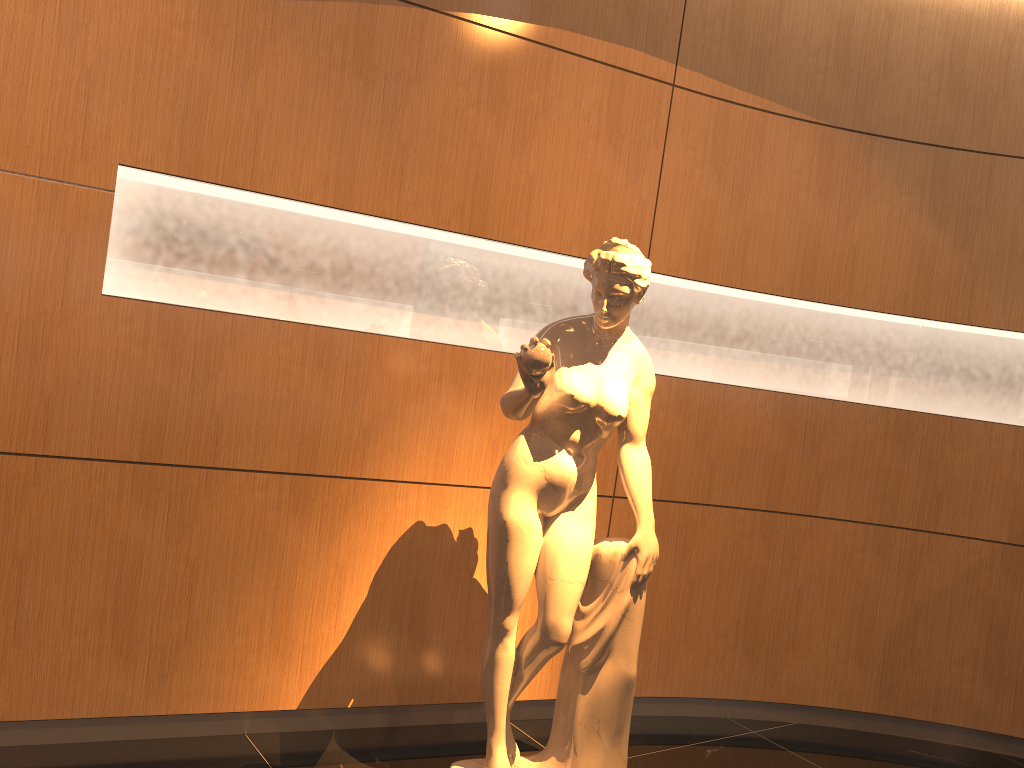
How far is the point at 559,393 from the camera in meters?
2.7 m

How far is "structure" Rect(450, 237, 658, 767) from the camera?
2.70m

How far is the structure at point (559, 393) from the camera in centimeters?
270cm

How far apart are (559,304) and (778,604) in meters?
1.7 m
